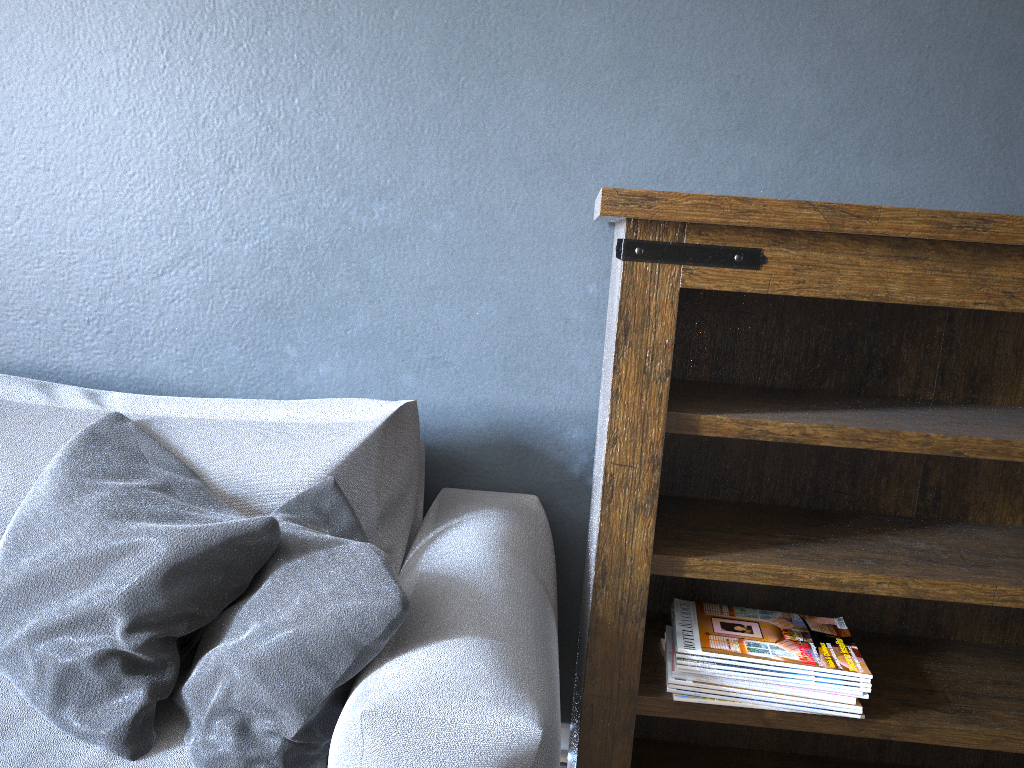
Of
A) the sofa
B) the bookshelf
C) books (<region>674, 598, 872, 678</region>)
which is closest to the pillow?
the sofa

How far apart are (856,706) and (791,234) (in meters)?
0.75

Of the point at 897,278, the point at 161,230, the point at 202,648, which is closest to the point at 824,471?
the point at 897,278

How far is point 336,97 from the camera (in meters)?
1.70

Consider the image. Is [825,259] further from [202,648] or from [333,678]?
[202,648]

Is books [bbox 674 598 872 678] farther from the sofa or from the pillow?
the pillow

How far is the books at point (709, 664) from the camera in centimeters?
143cm

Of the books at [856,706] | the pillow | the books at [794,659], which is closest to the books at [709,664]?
the books at [794,659]

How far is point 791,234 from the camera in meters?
1.3

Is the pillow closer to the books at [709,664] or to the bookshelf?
the bookshelf
